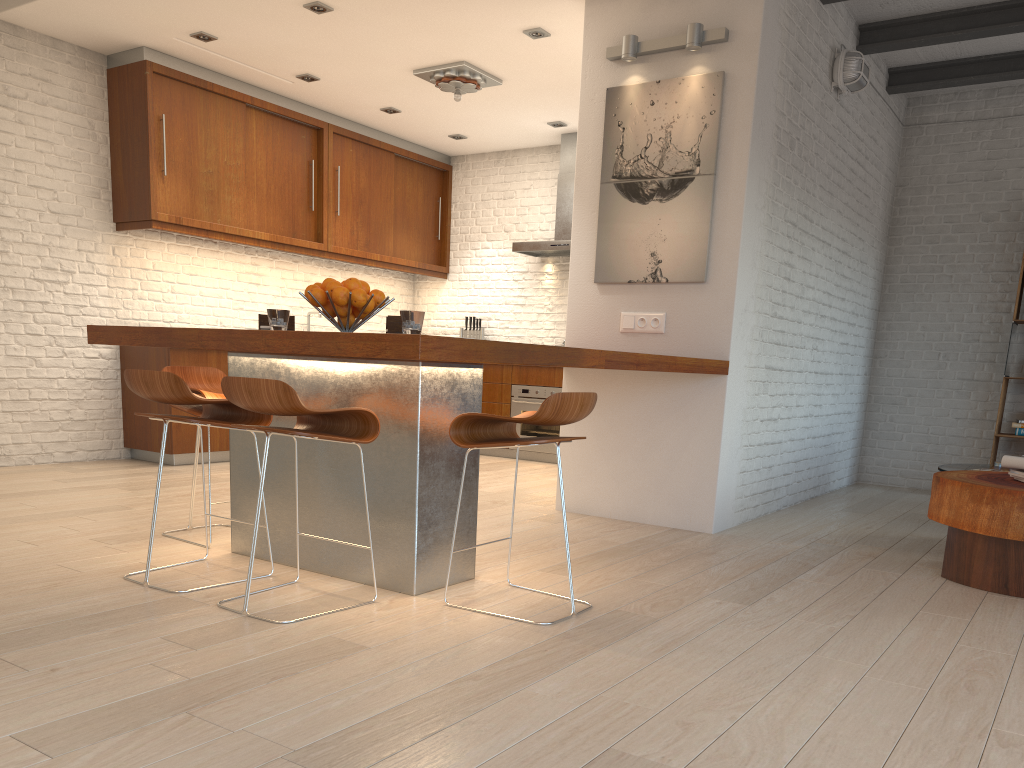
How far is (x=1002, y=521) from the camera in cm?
353

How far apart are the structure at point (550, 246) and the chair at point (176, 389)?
4.8 meters

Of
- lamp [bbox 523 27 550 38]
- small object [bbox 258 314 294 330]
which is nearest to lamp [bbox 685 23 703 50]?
lamp [bbox 523 27 550 38]

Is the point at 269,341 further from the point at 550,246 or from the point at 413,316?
the point at 550,246

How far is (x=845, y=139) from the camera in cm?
594

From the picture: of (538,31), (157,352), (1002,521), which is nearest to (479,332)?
(157,352)

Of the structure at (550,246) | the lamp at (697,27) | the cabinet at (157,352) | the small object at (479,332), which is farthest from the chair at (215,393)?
the small object at (479,332)

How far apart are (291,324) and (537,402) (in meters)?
4.25

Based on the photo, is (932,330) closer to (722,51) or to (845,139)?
(845,139)

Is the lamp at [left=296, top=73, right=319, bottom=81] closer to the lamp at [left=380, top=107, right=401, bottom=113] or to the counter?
the lamp at [left=380, top=107, right=401, bottom=113]
